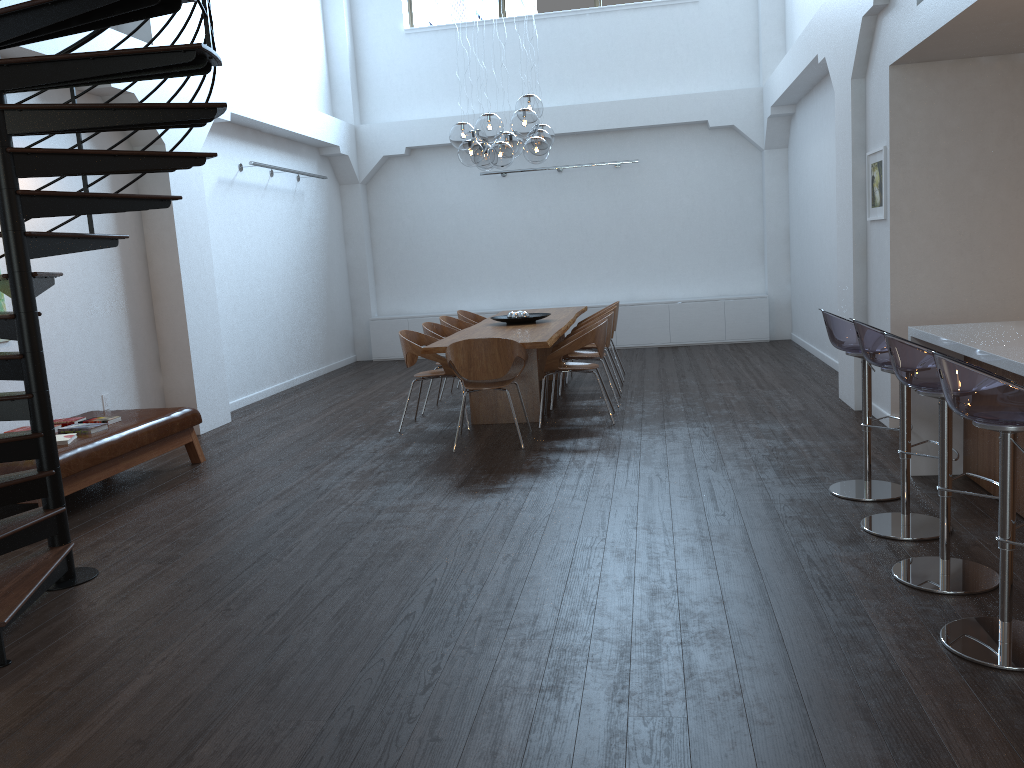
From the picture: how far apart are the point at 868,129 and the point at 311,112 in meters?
6.9

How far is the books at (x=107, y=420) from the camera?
6.0 meters

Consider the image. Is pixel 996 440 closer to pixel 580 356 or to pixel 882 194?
pixel 882 194

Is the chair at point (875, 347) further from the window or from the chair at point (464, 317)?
the window

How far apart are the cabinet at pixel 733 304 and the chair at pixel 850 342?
7.2 meters

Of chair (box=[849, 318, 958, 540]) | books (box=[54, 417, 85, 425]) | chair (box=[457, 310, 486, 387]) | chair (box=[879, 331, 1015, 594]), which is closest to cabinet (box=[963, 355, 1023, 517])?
chair (box=[849, 318, 958, 540])

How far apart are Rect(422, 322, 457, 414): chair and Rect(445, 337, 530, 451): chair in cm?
133

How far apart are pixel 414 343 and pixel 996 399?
5.1m

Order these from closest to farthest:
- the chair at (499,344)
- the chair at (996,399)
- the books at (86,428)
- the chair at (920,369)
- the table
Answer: the chair at (996,399)
the chair at (920,369)
the books at (86,428)
the chair at (499,344)
the table

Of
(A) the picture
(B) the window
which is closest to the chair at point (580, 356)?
(A) the picture
